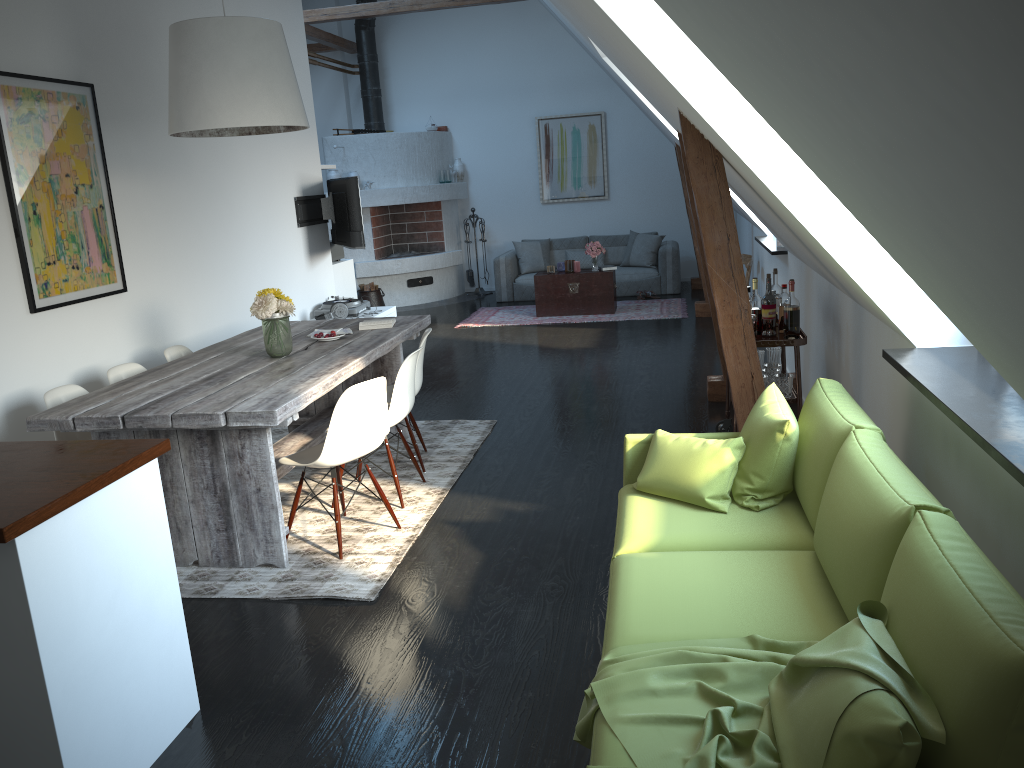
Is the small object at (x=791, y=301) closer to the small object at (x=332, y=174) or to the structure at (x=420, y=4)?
the structure at (x=420, y=4)

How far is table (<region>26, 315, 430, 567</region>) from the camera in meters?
3.7 m

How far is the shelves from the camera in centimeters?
447cm

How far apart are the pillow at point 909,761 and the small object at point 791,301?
3.15m

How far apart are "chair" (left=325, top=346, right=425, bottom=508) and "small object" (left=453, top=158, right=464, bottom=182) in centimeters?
847cm

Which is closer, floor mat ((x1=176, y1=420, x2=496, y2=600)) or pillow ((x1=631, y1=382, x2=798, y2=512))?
pillow ((x1=631, y1=382, x2=798, y2=512))

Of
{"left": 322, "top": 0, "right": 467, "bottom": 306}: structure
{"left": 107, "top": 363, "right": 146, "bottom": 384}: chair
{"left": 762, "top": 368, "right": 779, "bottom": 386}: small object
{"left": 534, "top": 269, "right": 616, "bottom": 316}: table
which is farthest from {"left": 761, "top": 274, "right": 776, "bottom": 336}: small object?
{"left": 322, "top": 0, "right": 467, "bottom": 306}: structure

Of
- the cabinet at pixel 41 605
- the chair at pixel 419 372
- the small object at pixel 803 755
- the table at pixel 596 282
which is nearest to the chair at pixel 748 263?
the table at pixel 596 282

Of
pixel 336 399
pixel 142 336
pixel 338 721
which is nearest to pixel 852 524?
pixel 338 721

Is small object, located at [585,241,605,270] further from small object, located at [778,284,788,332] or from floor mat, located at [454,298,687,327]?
small object, located at [778,284,788,332]
